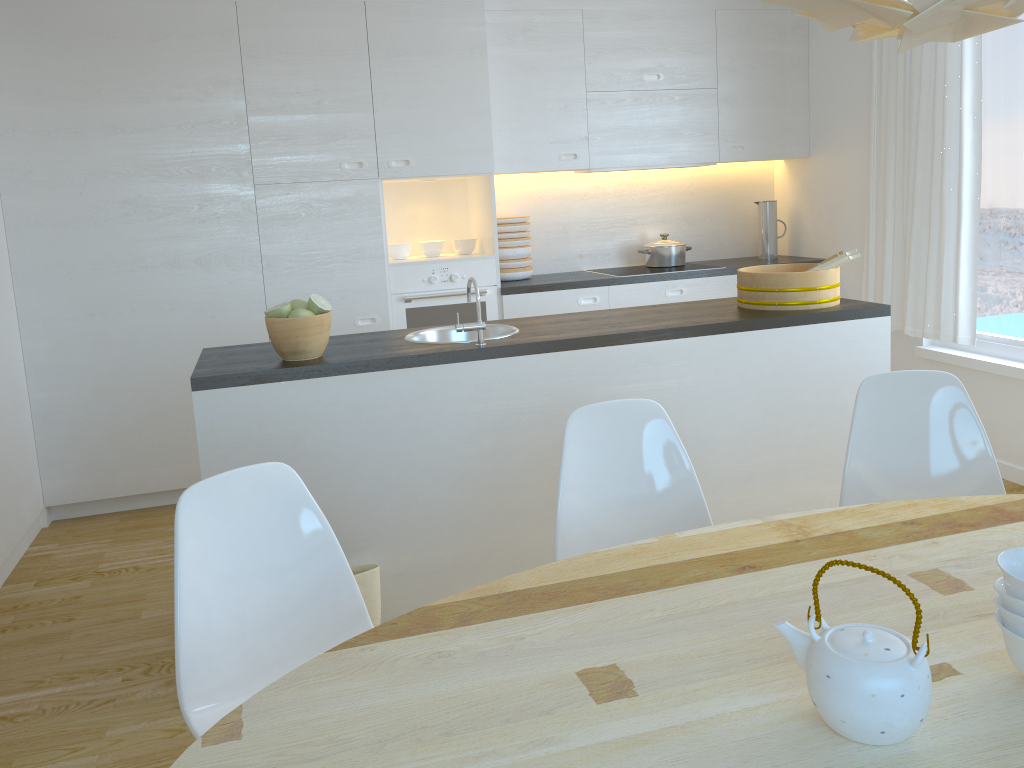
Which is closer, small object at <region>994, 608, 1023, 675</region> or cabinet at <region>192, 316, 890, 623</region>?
small object at <region>994, 608, 1023, 675</region>

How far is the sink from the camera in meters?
3.2

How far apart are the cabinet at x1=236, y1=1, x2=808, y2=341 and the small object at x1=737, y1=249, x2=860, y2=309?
1.4m

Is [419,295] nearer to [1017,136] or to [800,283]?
[800,283]

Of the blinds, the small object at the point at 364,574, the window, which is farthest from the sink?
the window

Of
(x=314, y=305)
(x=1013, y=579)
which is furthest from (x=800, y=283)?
(x=1013, y=579)

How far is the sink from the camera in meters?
3.2

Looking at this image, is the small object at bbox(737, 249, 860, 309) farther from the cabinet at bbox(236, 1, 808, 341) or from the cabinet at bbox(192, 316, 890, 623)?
the cabinet at bbox(236, 1, 808, 341)

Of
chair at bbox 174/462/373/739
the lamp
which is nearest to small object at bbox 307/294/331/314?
chair at bbox 174/462/373/739

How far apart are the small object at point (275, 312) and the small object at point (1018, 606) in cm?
210
